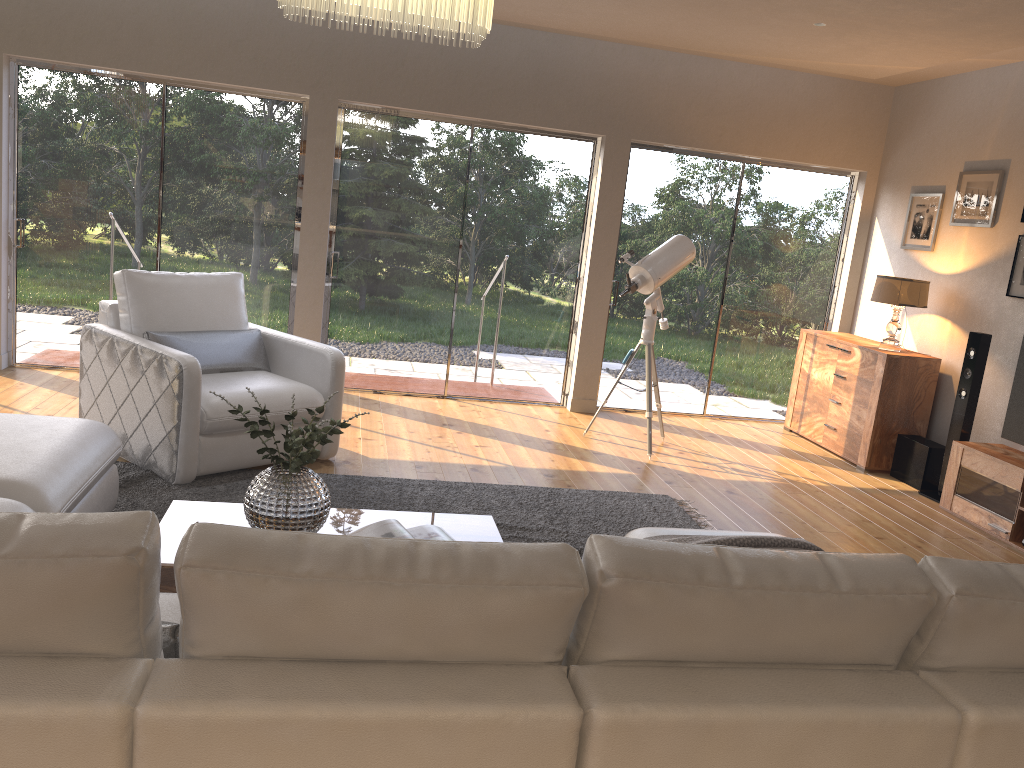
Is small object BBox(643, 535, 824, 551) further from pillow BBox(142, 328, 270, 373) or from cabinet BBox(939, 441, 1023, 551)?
pillow BBox(142, 328, 270, 373)

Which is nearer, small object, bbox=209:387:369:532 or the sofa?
the sofa

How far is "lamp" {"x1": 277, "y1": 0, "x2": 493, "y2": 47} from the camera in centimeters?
270cm

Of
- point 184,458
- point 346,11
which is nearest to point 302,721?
point 346,11

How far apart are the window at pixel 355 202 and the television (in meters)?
3.12

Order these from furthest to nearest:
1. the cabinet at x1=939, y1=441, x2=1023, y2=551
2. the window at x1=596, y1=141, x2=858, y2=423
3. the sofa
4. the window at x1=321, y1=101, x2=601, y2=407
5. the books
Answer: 1. the window at x1=596, y1=141, x2=858, y2=423
2. the window at x1=321, y1=101, x2=601, y2=407
3. the cabinet at x1=939, y1=441, x2=1023, y2=551
4. the books
5. the sofa

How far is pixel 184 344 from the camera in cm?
472

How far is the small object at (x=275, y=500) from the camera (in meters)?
2.90

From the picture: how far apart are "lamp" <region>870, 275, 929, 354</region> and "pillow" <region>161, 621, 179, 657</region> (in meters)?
5.58

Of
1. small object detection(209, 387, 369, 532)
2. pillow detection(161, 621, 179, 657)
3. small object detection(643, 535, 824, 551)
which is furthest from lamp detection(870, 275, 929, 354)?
pillow detection(161, 621, 179, 657)
